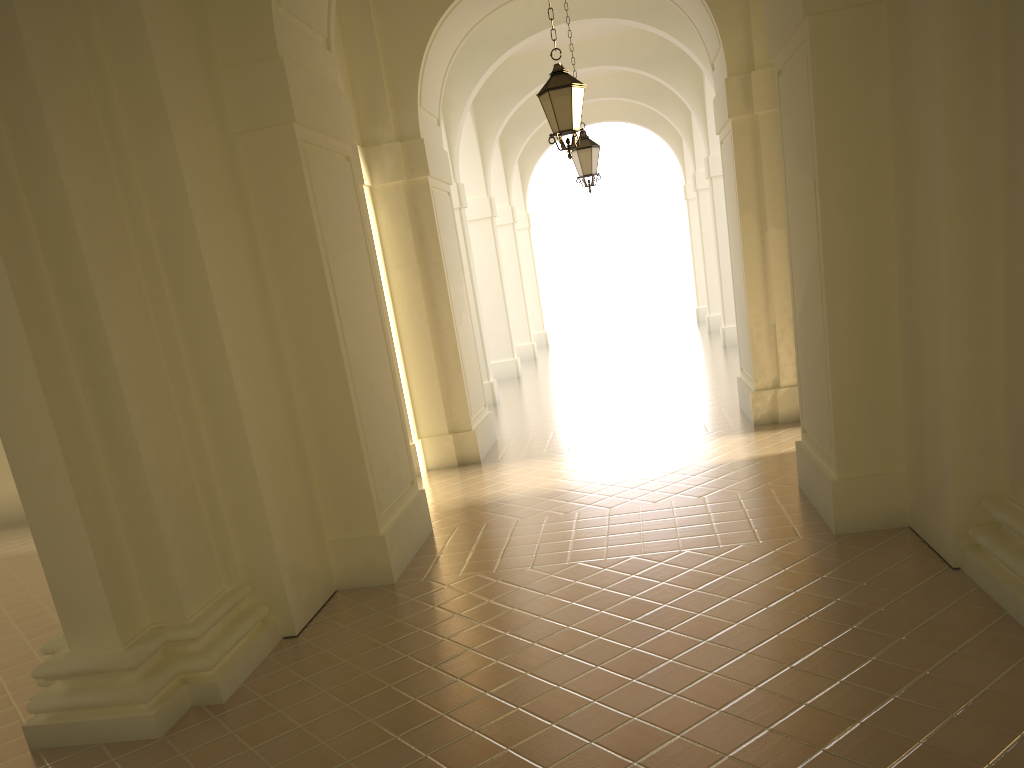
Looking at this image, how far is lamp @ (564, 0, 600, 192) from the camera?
14.0 meters

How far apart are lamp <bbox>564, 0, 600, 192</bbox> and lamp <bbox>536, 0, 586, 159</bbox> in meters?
4.8 m

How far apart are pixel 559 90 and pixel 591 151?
5.07m

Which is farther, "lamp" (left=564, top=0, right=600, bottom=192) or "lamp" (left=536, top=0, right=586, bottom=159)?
"lamp" (left=564, top=0, right=600, bottom=192)

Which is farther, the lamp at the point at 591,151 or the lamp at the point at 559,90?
the lamp at the point at 591,151

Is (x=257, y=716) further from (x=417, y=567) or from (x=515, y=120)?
(x=515, y=120)

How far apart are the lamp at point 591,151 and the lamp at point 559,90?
4.8 meters

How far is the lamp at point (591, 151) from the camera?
14.02m

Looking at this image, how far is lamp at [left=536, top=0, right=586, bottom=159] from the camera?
9.1m
